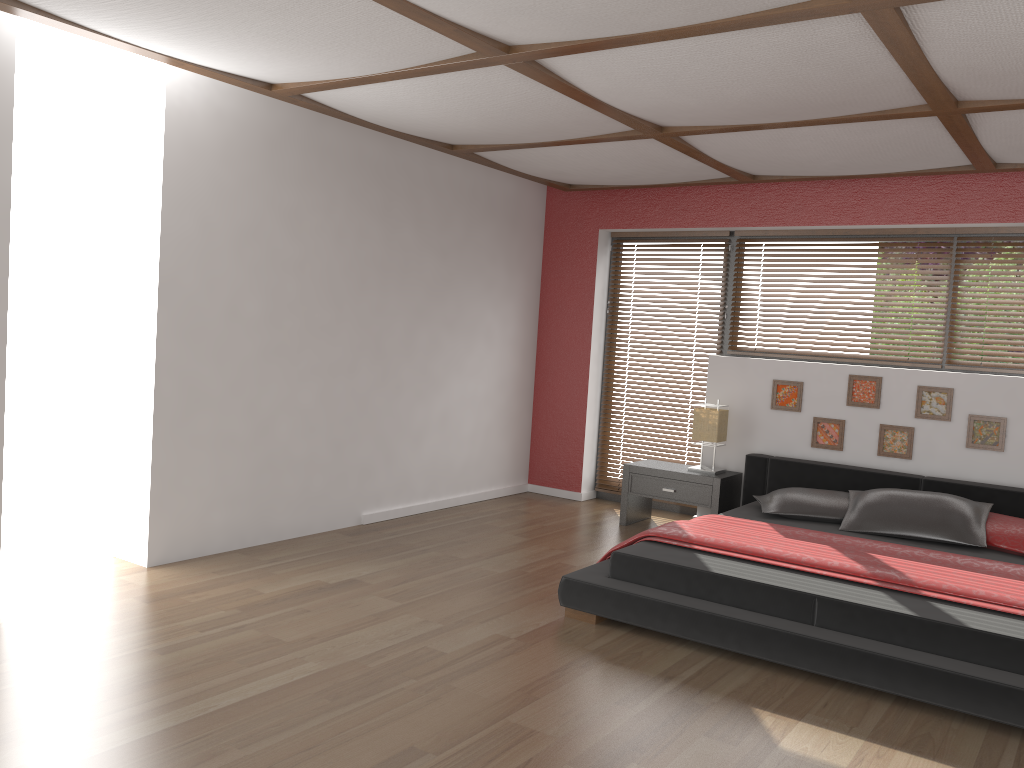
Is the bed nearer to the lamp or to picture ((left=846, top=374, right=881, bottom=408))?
the lamp

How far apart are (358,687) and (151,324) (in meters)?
2.21

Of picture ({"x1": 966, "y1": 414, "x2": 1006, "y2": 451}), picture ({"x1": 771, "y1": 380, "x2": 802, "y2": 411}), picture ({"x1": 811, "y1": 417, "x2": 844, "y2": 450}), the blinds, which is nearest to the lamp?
picture ({"x1": 771, "y1": 380, "x2": 802, "y2": 411})

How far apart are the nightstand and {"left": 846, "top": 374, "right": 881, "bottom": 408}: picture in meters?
0.9

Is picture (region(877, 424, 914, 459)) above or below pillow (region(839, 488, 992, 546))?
above

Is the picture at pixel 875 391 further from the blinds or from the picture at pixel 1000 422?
the blinds

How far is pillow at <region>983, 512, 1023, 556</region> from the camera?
4.47m

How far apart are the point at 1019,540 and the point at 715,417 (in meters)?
1.93

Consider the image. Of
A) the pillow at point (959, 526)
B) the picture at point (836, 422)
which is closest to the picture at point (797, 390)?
the picture at point (836, 422)

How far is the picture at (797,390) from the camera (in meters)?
5.84
